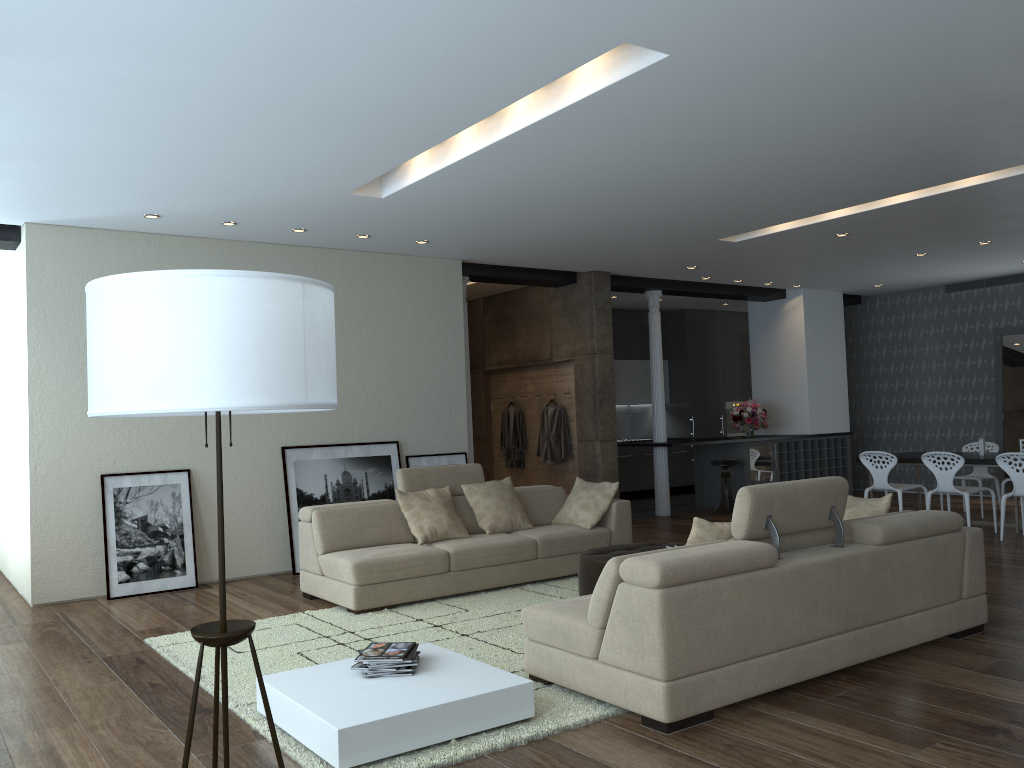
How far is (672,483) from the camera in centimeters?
1398cm

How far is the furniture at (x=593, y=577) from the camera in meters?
5.8 m

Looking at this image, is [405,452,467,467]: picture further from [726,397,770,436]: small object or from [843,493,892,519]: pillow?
[726,397,770,436]: small object

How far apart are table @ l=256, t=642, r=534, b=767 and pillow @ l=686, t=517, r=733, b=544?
1.1m

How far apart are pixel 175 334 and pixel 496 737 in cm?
219

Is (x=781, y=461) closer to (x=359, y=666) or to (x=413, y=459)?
(x=413, y=459)

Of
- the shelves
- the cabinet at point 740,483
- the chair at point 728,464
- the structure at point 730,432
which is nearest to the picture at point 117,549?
the chair at point 728,464

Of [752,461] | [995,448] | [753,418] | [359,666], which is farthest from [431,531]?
[995,448]

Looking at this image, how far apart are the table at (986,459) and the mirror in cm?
278

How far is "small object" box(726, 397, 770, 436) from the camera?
12.1 meters
